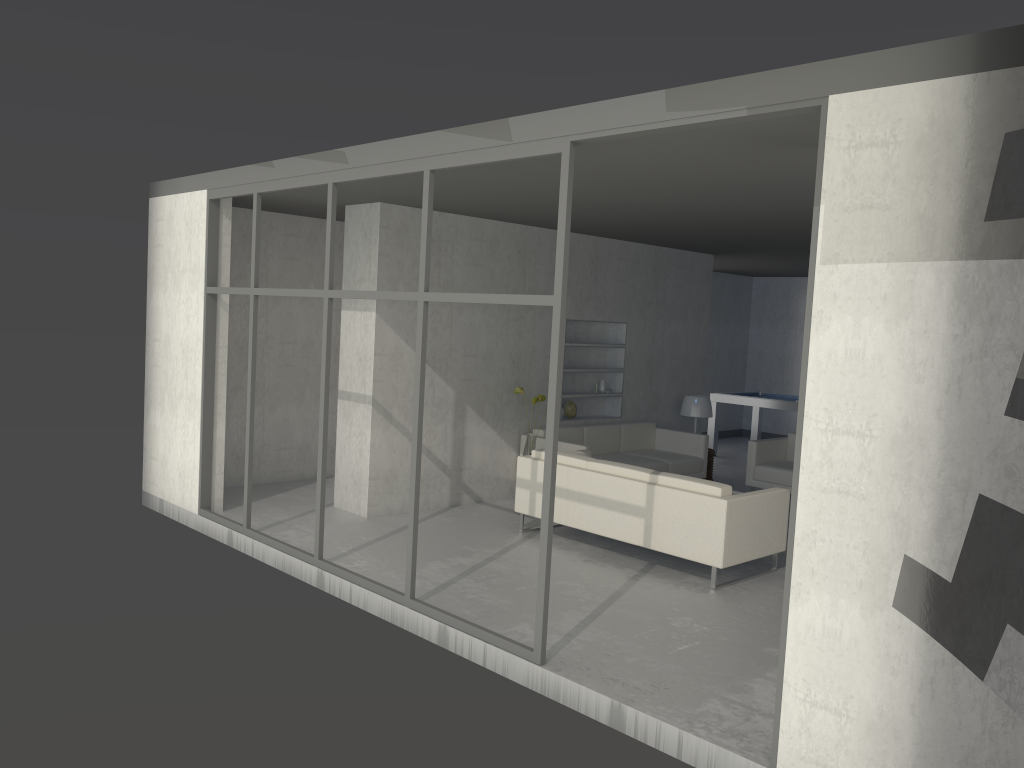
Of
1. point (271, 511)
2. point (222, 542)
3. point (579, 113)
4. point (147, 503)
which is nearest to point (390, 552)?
point (222, 542)

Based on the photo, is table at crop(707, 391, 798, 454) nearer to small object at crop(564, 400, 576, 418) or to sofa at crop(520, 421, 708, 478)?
sofa at crop(520, 421, 708, 478)

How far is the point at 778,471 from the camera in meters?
8.3

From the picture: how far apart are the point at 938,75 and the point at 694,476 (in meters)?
6.22

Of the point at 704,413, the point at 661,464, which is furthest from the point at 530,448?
the point at 704,413

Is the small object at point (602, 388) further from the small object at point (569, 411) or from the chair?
the chair

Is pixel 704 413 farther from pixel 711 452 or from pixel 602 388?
pixel 602 388

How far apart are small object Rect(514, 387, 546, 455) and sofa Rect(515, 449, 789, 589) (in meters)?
0.56

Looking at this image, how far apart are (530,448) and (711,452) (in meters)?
2.67

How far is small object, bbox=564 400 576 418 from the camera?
8.8m
